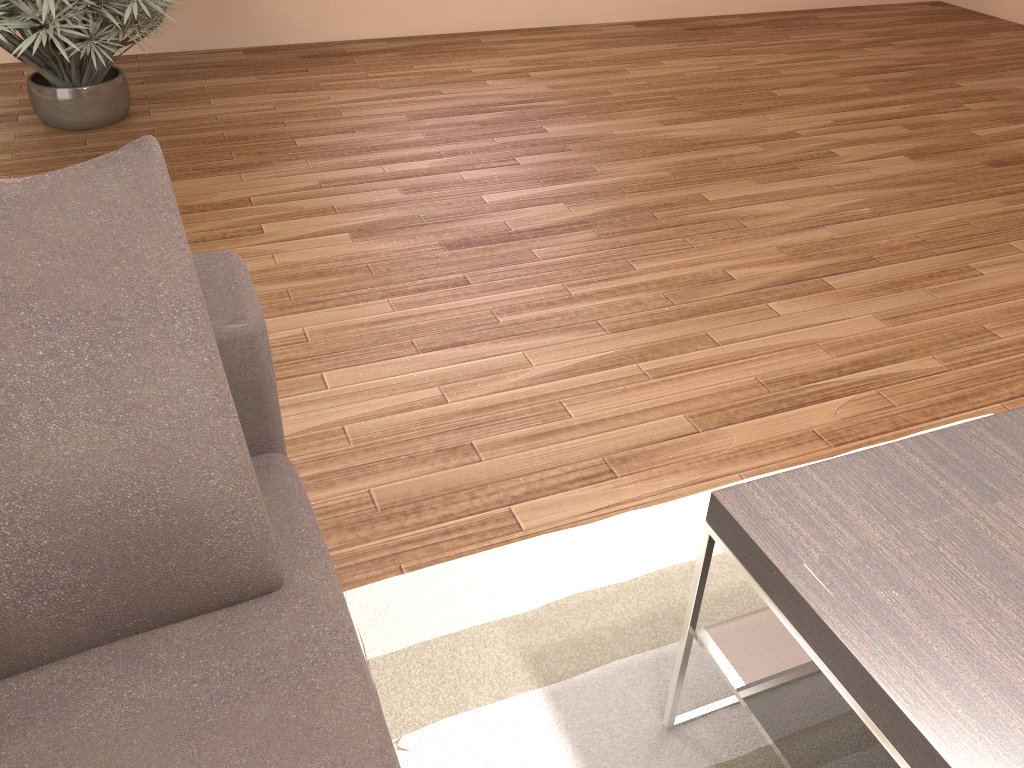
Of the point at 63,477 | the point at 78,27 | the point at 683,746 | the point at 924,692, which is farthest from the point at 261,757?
the point at 78,27

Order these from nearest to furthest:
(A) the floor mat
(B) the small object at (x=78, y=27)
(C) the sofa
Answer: (C) the sofa → (A) the floor mat → (B) the small object at (x=78, y=27)

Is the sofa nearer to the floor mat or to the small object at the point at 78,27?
the floor mat

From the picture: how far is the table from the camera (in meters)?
1.00

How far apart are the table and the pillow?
0.60m

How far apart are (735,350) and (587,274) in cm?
61

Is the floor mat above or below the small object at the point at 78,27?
below

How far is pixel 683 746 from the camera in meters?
1.5

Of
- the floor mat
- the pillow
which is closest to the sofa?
the pillow

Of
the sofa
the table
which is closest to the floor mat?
the table
